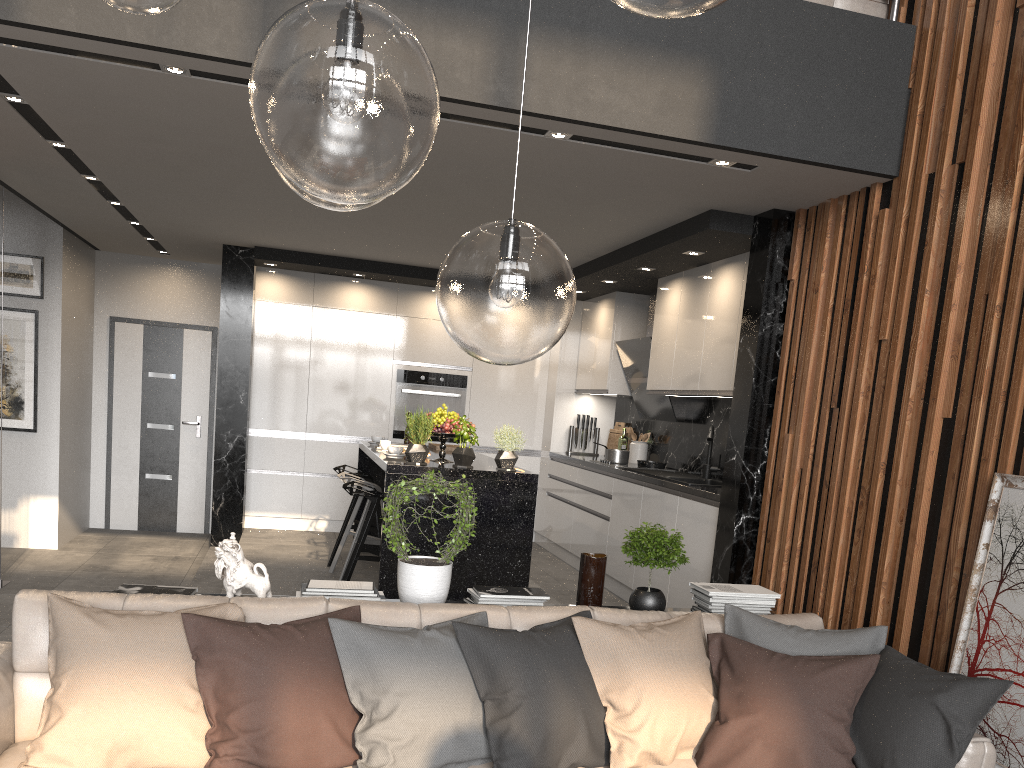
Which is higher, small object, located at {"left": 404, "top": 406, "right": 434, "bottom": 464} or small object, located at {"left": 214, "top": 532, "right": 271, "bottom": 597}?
small object, located at {"left": 404, "top": 406, "right": 434, "bottom": 464}

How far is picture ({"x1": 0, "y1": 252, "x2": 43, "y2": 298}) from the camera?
7.2m

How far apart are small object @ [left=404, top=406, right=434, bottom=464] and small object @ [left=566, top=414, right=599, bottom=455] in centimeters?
312cm

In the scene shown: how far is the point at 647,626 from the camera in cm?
307

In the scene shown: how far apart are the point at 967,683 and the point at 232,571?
2.45m

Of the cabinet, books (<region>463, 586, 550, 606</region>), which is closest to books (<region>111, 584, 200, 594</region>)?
books (<region>463, 586, 550, 606</region>)

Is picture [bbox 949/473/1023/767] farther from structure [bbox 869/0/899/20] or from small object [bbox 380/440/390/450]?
small object [bbox 380/440/390/450]

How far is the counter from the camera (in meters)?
4.98

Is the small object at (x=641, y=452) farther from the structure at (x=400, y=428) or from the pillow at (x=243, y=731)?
the pillow at (x=243, y=731)

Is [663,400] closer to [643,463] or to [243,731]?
[643,463]
